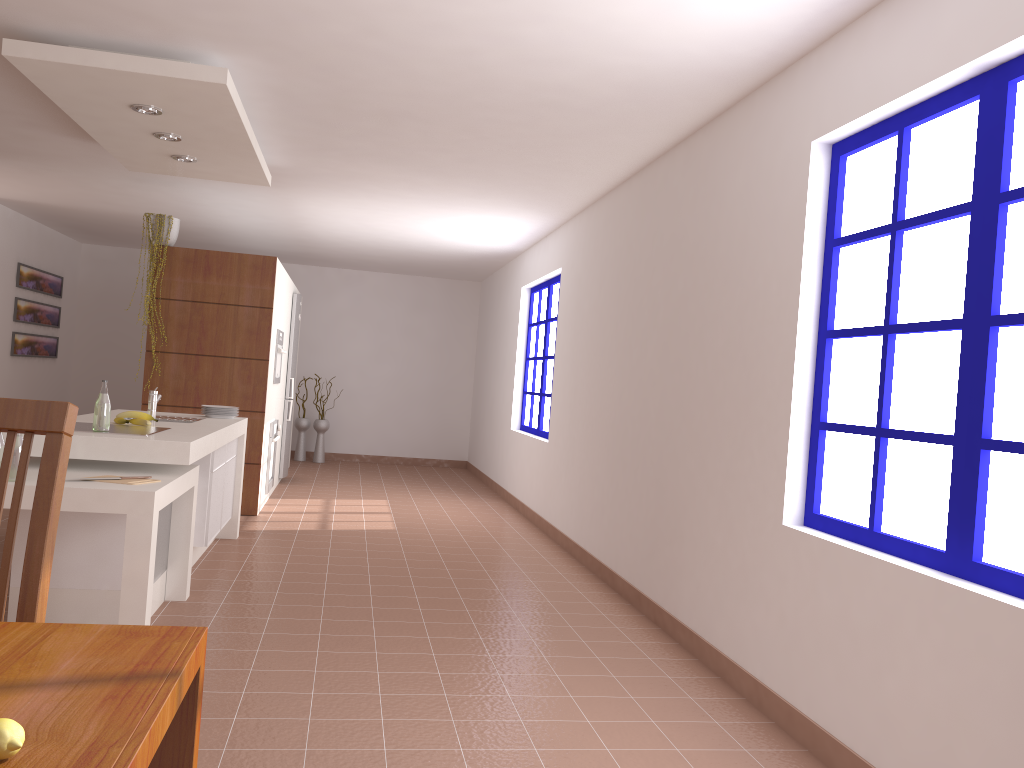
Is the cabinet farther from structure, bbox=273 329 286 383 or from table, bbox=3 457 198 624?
structure, bbox=273 329 286 383

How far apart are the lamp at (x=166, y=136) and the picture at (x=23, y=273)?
5.18m

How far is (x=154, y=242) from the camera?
6.6m

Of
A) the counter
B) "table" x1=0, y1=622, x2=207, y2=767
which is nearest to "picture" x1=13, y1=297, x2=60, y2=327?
the counter

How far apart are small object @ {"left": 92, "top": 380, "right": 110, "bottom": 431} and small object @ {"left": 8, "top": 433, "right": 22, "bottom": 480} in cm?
60

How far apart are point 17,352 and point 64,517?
6.3m

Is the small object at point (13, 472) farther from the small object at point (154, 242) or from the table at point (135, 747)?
the small object at point (154, 242)

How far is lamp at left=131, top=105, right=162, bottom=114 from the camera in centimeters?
428cm

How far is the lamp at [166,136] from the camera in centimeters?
478cm

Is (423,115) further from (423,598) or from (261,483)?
(261,483)
